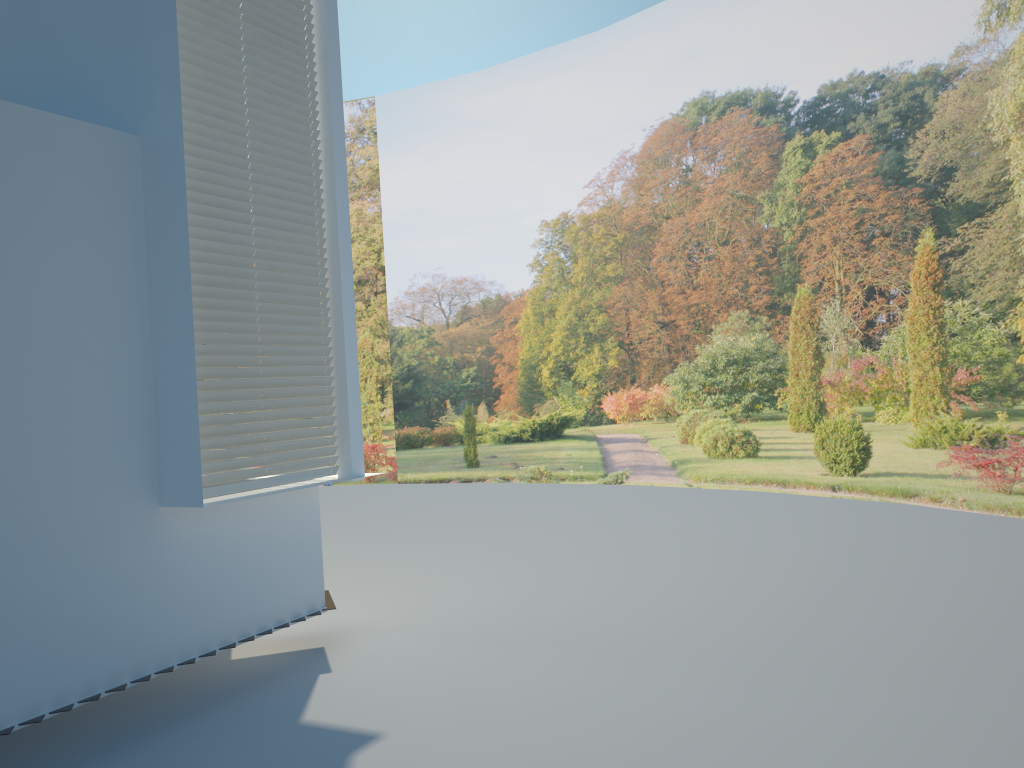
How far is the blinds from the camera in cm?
456

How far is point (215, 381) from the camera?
4.56m

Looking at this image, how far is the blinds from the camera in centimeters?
456cm
